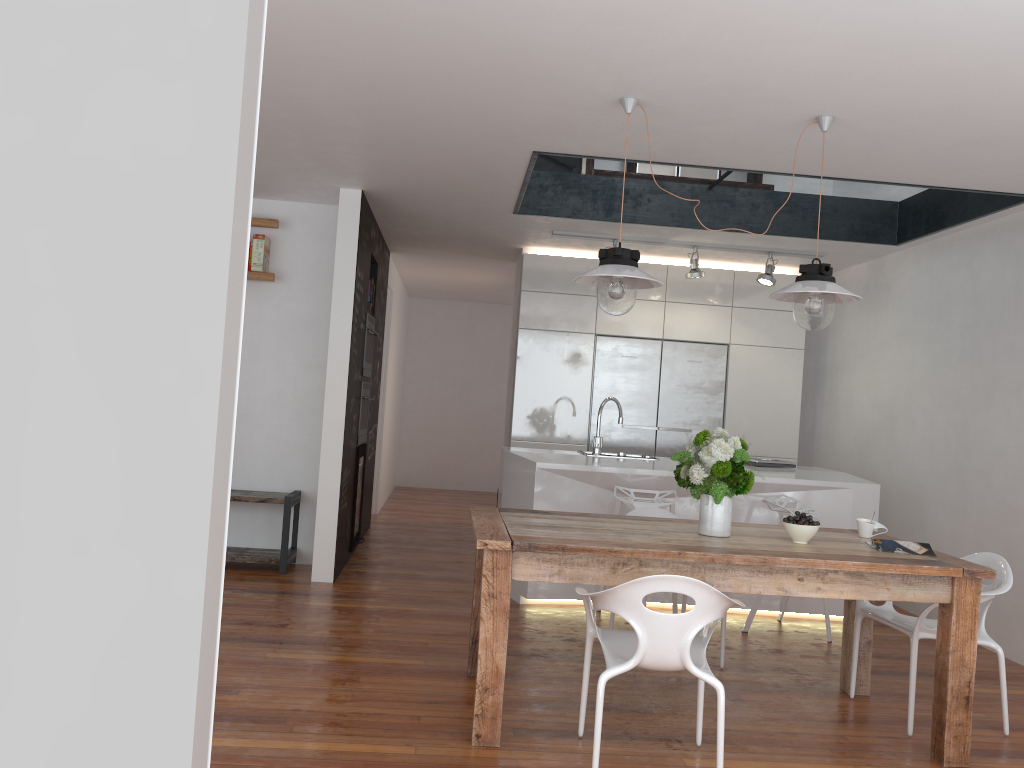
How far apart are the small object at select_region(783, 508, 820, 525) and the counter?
1.7m

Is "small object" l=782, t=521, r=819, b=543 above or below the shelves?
above

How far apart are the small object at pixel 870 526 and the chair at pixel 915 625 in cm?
33

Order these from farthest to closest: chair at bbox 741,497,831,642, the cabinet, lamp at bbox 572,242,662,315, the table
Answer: the cabinet, chair at bbox 741,497,831,642, lamp at bbox 572,242,662,315, the table

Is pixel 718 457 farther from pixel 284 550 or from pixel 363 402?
pixel 363 402

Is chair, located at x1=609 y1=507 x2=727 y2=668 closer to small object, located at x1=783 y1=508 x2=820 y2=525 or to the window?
small object, located at x1=783 y1=508 x2=820 y2=525

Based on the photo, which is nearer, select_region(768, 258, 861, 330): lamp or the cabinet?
select_region(768, 258, 861, 330): lamp

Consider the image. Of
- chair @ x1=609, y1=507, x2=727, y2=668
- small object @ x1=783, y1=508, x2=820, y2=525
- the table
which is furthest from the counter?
small object @ x1=783, y1=508, x2=820, y2=525

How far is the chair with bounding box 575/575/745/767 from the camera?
2.8m

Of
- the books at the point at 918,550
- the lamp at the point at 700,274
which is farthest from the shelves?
the books at the point at 918,550
